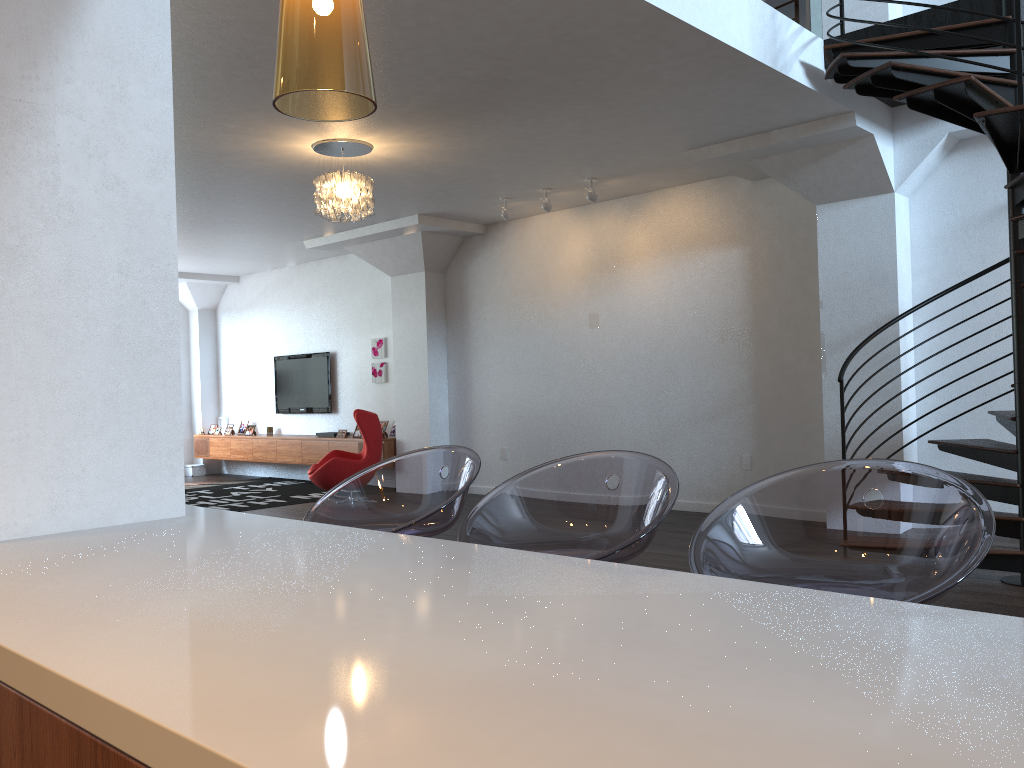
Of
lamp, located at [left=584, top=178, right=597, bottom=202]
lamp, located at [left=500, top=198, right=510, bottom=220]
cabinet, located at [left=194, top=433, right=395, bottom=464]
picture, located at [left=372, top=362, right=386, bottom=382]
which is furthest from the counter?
picture, located at [left=372, top=362, right=386, bottom=382]

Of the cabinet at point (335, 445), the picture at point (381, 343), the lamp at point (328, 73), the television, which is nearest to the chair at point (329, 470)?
the cabinet at point (335, 445)

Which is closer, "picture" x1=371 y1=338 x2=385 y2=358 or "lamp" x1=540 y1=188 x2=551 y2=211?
"lamp" x1=540 y1=188 x2=551 y2=211

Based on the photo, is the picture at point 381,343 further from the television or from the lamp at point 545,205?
the lamp at point 545,205

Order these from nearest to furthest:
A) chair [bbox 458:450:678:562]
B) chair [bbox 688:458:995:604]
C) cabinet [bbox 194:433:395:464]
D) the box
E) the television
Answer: chair [bbox 688:458:995:604] < chair [bbox 458:450:678:562] < cabinet [bbox 194:433:395:464] < the television < the box

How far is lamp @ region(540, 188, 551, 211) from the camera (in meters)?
8.09

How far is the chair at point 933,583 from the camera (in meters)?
1.58

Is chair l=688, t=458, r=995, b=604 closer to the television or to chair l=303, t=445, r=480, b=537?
chair l=303, t=445, r=480, b=537

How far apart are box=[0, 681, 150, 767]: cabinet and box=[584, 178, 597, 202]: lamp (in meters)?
6.99

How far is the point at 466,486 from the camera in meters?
2.3
